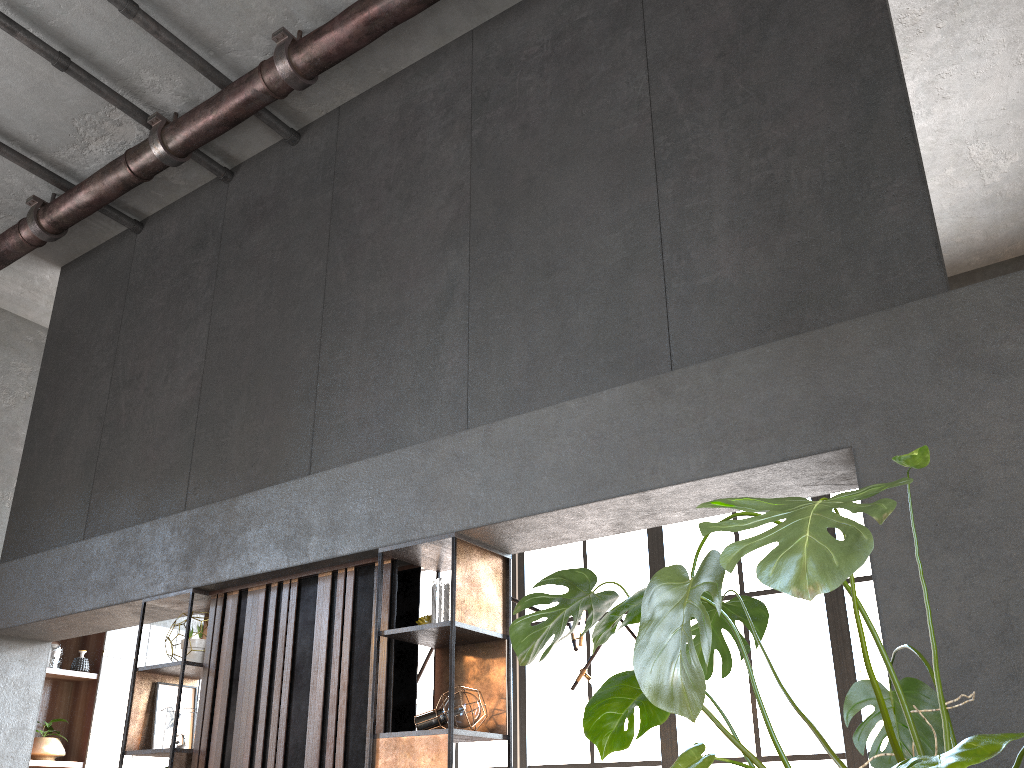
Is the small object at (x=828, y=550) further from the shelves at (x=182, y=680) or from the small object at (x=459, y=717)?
the shelves at (x=182, y=680)

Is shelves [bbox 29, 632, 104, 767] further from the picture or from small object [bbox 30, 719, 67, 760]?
the picture

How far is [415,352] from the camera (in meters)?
4.38

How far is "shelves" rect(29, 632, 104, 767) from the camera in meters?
6.8

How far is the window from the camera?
6.7 meters

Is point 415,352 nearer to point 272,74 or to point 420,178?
point 420,178

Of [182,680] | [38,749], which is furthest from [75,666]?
[182,680]

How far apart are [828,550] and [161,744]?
4.08m

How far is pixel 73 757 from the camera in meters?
6.8 m

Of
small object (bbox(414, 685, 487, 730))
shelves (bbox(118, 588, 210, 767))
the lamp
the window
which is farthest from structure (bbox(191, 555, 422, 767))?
the window
